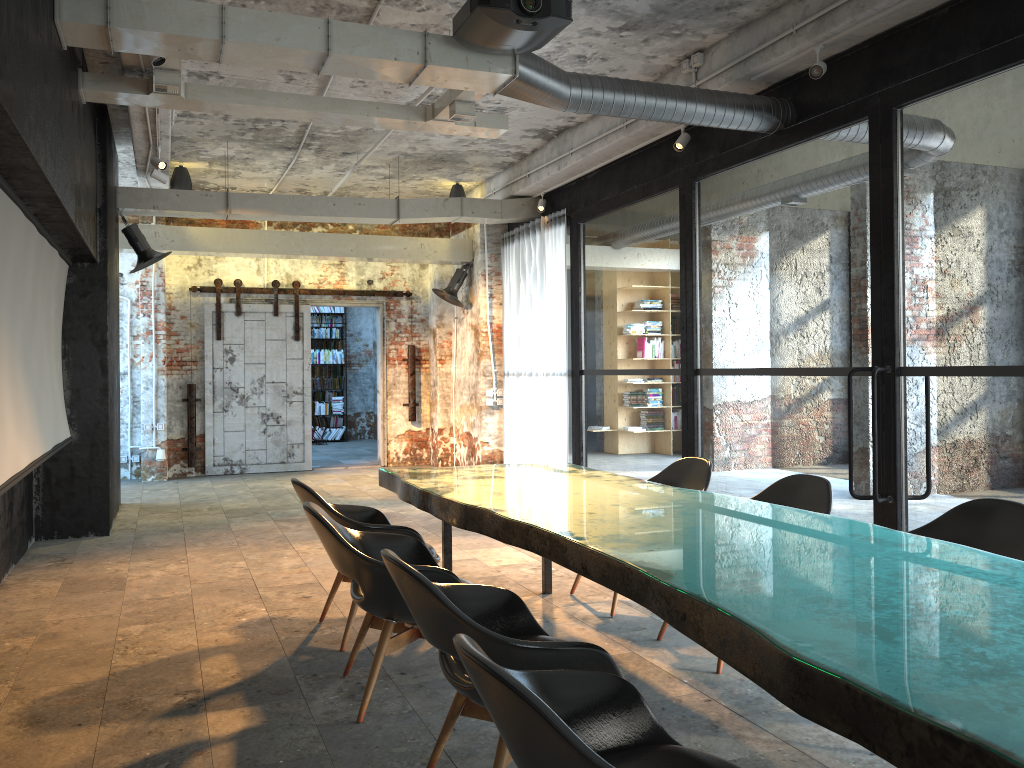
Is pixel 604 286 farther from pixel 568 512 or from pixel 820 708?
pixel 820 708

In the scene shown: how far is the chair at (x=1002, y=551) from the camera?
3.5 meters

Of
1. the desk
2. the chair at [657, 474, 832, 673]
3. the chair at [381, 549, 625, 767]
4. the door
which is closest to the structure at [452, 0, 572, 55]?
the desk

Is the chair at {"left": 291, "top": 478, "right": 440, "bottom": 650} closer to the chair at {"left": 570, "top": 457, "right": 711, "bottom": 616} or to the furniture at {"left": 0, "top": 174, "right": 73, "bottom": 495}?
the furniture at {"left": 0, "top": 174, "right": 73, "bottom": 495}

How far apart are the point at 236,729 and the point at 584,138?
6.8 meters

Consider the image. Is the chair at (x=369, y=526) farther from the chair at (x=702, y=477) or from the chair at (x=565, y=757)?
the chair at (x=565, y=757)

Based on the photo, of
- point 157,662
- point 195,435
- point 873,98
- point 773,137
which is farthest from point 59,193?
point 195,435

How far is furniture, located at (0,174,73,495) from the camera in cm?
474

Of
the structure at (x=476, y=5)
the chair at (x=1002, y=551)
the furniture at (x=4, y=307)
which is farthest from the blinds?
the chair at (x=1002, y=551)

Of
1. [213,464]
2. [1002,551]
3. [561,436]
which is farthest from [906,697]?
[213,464]
